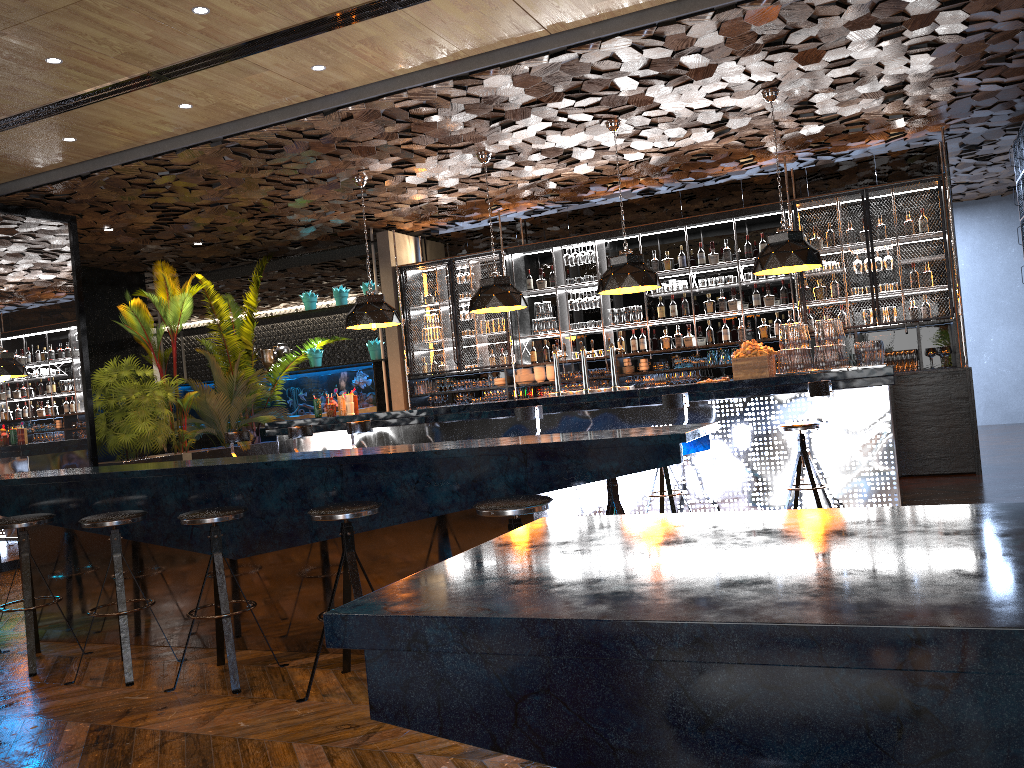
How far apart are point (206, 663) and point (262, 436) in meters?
8.6

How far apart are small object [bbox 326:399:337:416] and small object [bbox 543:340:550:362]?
3.2m

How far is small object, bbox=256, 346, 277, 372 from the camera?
13.2 meters

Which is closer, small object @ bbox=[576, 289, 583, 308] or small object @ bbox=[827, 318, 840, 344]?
small object @ bbox=[827, 318, 840, 344]

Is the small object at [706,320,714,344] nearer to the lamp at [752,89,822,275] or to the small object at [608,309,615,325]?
the small object at [608,309,615,325]

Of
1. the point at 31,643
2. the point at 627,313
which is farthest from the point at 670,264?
the point at 31,643

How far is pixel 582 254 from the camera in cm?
1100

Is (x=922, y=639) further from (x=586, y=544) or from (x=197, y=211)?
(x=197, y=211)

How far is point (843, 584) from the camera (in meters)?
0.93

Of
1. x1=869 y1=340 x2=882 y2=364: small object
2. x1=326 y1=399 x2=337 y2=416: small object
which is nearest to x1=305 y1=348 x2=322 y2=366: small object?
x1=326 y1=399 x2=337 y2=416: small object
